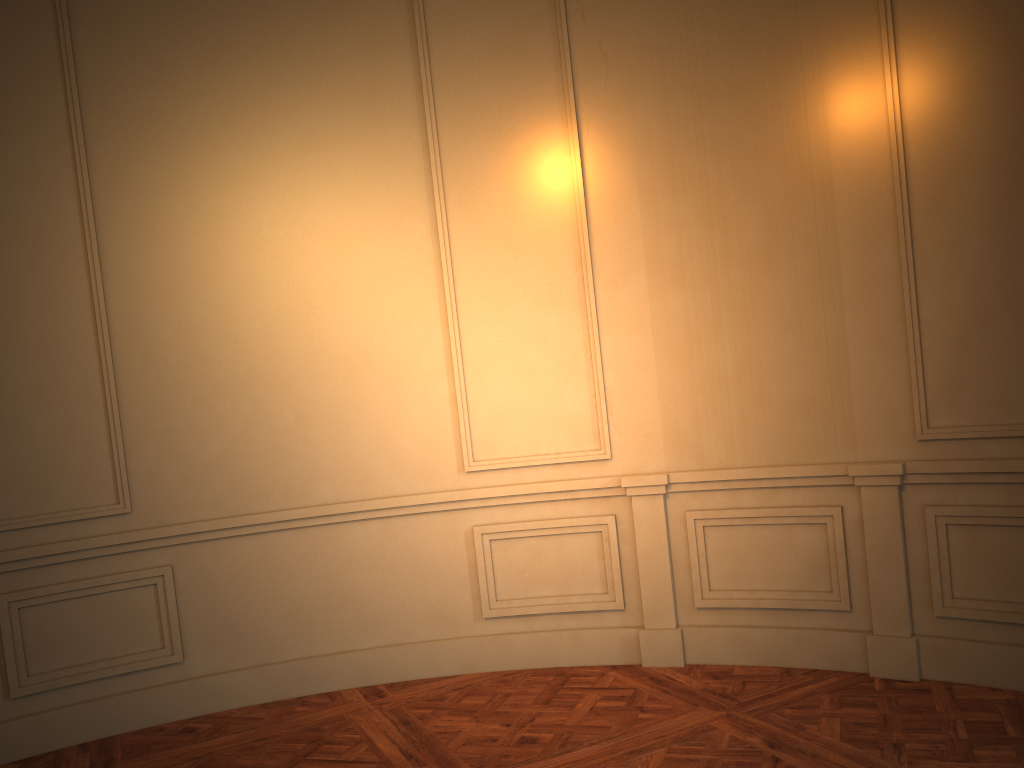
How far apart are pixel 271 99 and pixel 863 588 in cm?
345
